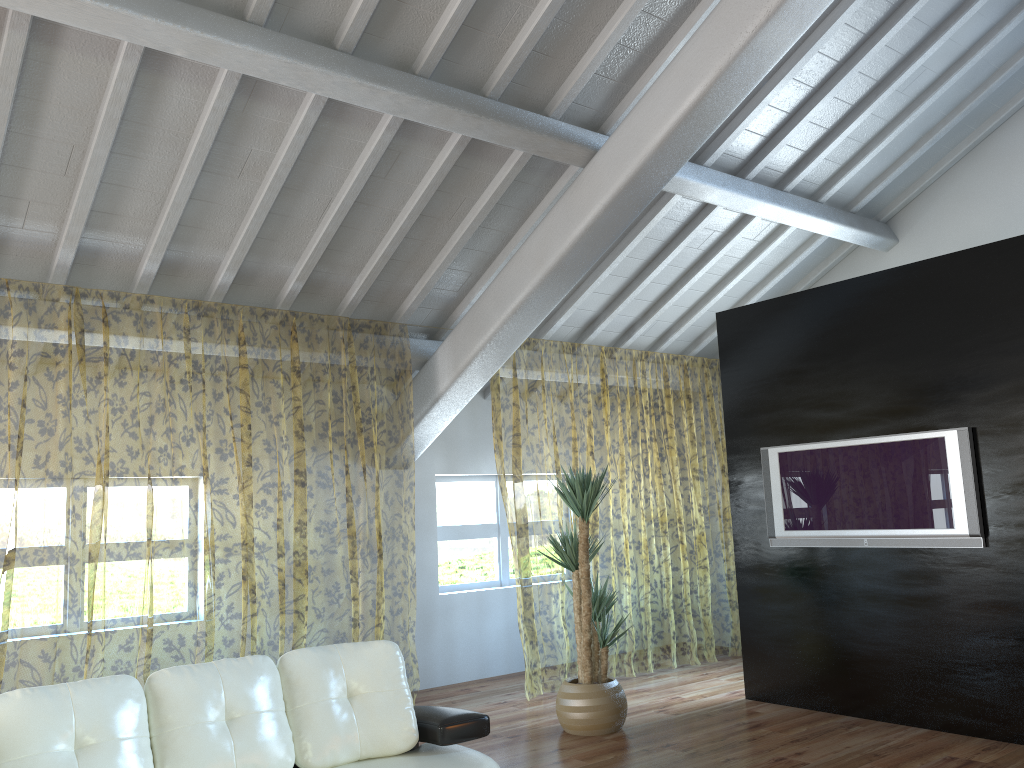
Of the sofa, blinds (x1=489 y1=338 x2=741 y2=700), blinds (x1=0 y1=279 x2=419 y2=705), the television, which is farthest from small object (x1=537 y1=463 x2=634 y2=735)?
the sofa

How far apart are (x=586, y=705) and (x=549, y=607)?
7.2 meters

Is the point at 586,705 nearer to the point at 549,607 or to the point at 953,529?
the point at 953,529

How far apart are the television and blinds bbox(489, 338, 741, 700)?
1.43m

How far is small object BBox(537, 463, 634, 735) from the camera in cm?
505

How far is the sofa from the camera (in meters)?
2.73

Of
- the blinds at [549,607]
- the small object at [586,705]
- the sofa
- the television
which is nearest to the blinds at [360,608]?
the blinds at [549,607]

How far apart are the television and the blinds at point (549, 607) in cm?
143

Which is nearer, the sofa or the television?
the sofa

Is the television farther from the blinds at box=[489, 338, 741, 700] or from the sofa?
the sofa
